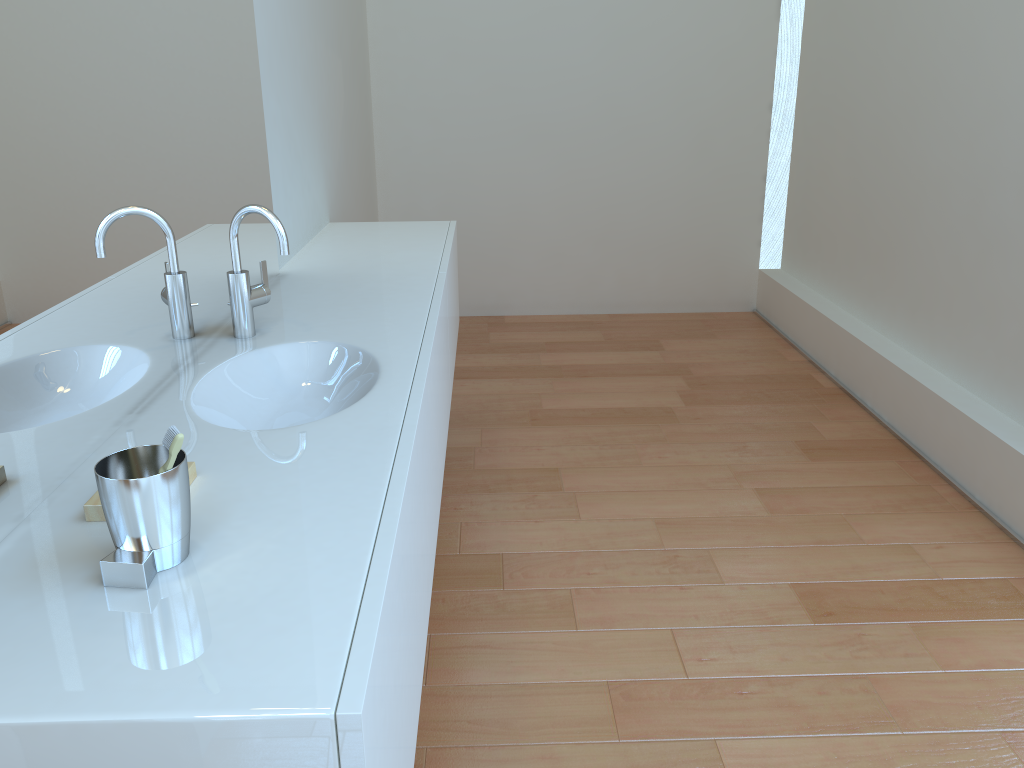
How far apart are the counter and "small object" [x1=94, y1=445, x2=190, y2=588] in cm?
1

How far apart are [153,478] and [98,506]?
0.2m

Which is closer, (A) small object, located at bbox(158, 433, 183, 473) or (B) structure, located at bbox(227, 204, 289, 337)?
(A) small object, located at bbox(158, 433, 183, 473)

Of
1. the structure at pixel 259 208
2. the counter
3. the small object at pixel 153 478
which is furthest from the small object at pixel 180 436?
the structure at pixel 259 208

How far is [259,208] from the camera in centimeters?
168cm

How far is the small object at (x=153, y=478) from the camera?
Answer: 0.9 meters

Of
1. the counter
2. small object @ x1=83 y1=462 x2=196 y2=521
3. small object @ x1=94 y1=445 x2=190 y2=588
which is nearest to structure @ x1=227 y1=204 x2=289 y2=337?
the counter

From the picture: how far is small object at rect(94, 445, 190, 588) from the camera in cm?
90

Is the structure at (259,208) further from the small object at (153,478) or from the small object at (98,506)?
the small object at (153,478)

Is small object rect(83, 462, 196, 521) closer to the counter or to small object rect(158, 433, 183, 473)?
the counter
